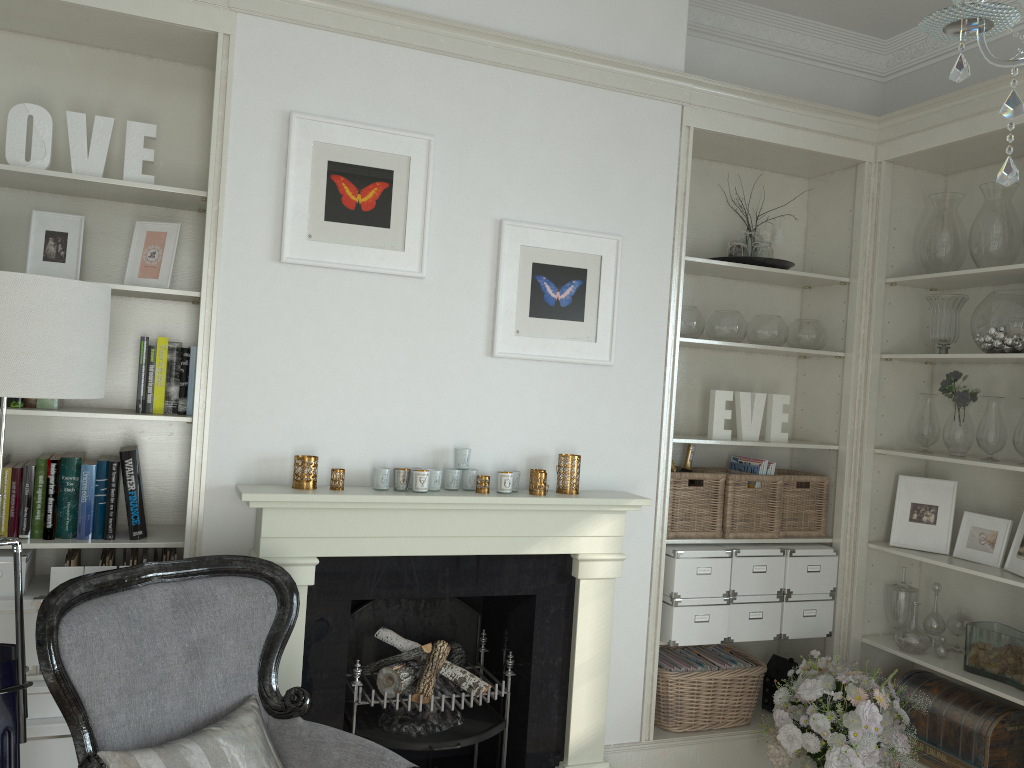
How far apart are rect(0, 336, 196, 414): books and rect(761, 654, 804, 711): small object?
2.7m

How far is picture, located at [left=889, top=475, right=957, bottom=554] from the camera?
3.67m

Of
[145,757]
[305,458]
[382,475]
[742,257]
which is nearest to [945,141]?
[742,257]

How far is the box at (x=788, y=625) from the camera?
3.7 meters

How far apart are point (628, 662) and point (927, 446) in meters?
1.6 m

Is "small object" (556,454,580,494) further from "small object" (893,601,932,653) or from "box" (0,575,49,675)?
"box" (0,575,49,675)

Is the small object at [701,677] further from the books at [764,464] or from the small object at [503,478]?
the small object at [503,478]

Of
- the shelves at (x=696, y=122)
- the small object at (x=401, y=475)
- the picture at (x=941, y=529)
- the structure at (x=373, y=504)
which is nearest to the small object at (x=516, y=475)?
the structure at (x=373, y=504)

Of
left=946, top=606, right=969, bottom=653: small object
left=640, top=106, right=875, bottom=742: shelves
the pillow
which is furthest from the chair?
left=946, top=606, right=969, bottom=653: small object

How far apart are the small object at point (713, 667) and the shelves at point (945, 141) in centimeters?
62cm
